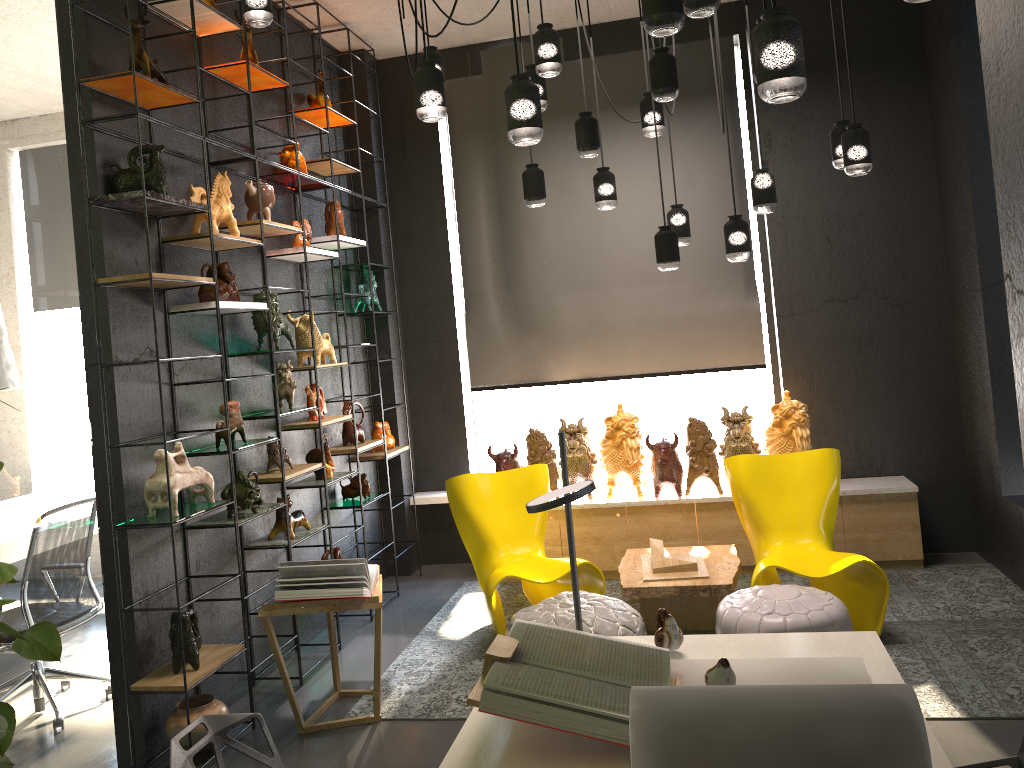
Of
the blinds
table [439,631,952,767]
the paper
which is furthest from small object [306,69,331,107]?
the paper

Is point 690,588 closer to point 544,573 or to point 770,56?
point 544,573

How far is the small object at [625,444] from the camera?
5.8m

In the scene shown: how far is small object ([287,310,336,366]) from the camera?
5.16m

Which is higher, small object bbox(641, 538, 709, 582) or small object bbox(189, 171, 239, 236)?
small object bbox(189, 171, 239, 236)

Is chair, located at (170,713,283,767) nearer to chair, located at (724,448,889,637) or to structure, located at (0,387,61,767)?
structure, located at (0,387,61,767)

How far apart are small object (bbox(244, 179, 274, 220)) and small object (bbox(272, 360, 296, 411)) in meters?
0.8

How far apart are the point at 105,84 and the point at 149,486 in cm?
169

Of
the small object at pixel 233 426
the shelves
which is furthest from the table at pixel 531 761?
the small object at pixel 233 426

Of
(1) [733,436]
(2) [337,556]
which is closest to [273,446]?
(2) [337,556]
